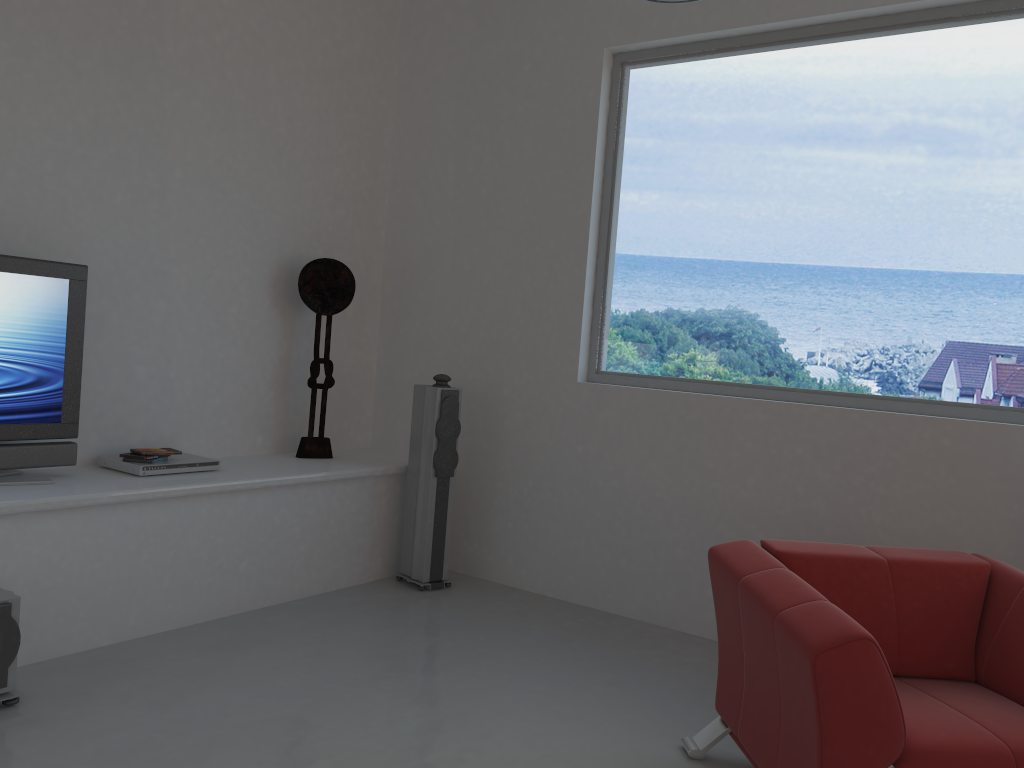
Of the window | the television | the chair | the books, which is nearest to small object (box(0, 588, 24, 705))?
the television

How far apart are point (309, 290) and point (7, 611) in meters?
2.4

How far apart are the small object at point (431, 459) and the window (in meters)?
0.74

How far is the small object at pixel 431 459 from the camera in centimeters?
481cm

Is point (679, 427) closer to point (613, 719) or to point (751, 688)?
point (613, 719)

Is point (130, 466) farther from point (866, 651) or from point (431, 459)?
point (866, 651)

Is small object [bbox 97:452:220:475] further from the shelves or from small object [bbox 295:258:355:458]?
small object [bbox 295:258:355:458]

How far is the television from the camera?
3.60m

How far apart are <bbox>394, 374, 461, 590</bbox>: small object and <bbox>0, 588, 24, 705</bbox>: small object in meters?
2.1 m

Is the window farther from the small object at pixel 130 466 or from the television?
the television
